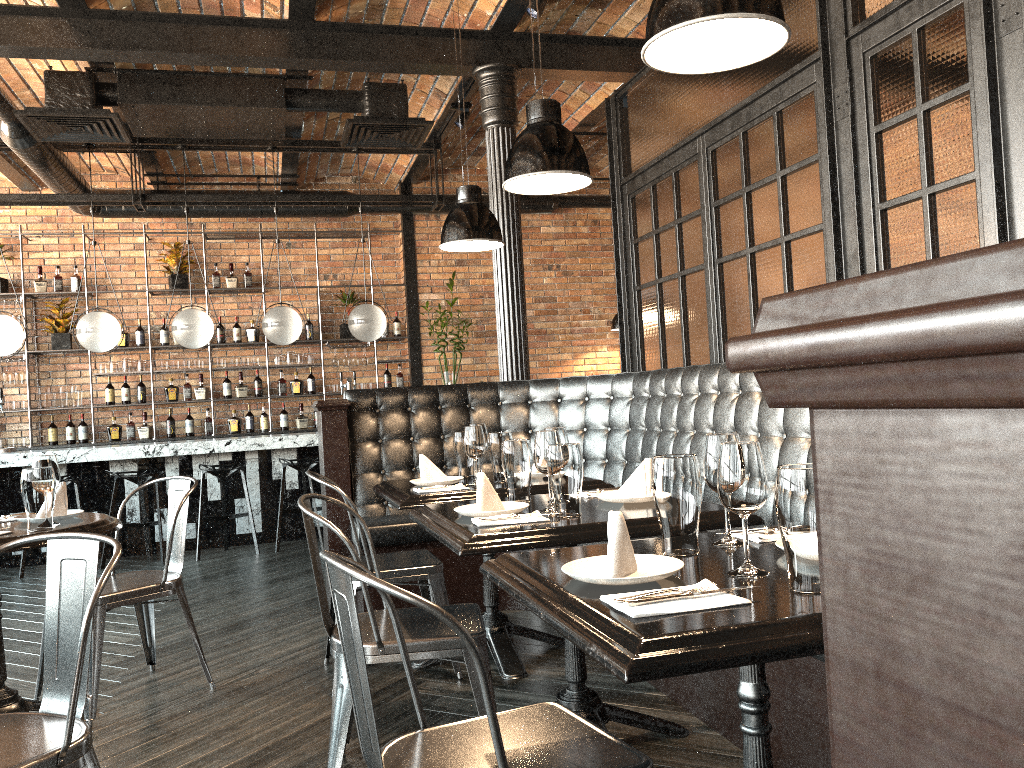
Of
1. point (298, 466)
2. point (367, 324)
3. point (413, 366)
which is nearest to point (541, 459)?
point (298, 466)

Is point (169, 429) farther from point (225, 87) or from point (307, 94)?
point (307, 94)

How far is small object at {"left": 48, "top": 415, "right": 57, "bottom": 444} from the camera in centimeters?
878cm

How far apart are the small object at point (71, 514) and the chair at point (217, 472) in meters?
3.6 m

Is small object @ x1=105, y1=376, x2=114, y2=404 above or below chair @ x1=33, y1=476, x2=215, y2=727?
above

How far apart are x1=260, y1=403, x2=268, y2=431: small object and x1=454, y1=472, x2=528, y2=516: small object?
6.96m

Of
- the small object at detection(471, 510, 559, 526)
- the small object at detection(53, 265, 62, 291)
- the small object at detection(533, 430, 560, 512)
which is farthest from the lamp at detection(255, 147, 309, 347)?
the small object at detection(471, 510, 559, 526)

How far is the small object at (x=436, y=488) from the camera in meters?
3.5

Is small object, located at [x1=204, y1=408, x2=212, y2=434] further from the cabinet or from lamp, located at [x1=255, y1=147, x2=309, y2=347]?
lamp, located at [x1=255, y1=147, x2=309, y2=347]

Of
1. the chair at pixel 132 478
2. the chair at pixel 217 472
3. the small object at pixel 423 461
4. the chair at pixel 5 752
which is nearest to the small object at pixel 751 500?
the chair at pixel 5 752
